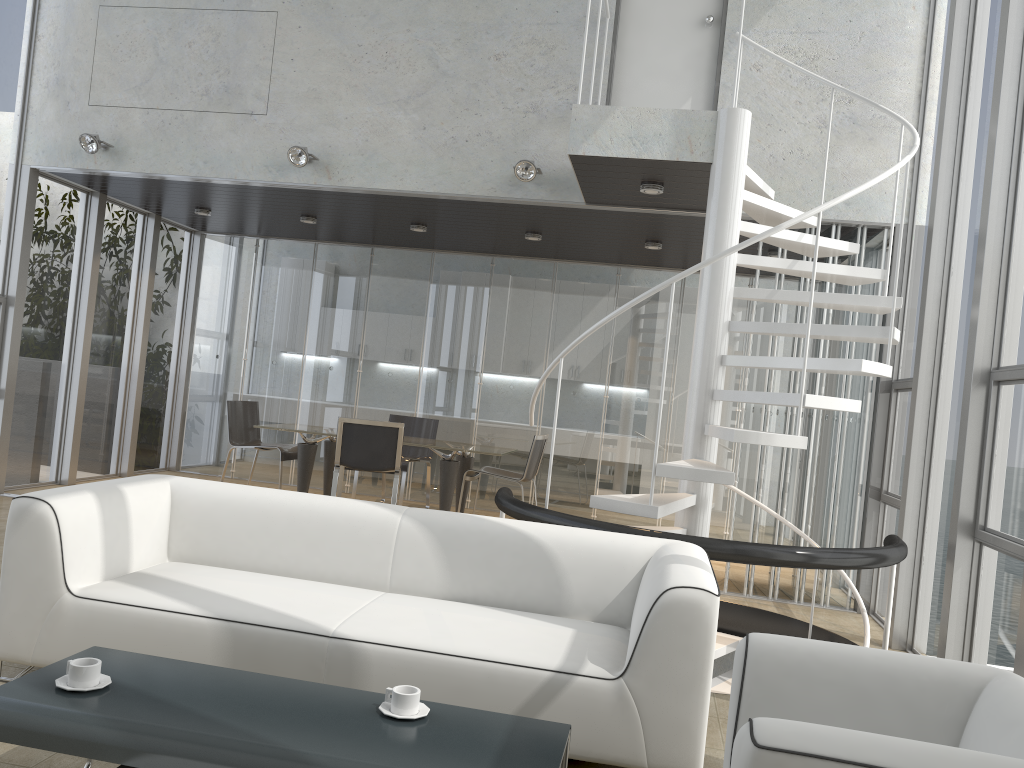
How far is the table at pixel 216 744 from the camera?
2.1m

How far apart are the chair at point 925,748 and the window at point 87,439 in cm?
771

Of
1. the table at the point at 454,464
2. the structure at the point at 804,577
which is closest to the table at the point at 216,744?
the structure at the point at 804,577

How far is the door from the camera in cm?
642

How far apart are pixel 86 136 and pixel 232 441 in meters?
2.9

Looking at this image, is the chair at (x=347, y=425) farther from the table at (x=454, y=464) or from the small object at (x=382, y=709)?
the small object at (x=382, y=709)

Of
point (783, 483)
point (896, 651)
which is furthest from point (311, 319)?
point (896, 651)

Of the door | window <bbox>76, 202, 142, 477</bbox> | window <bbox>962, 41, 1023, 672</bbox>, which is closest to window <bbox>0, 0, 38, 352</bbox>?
window <bbox>76, 202, 142, 477</bbox>

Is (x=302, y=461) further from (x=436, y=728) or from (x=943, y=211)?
(x=436, y=728)

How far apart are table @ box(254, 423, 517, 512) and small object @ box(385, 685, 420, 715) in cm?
519
